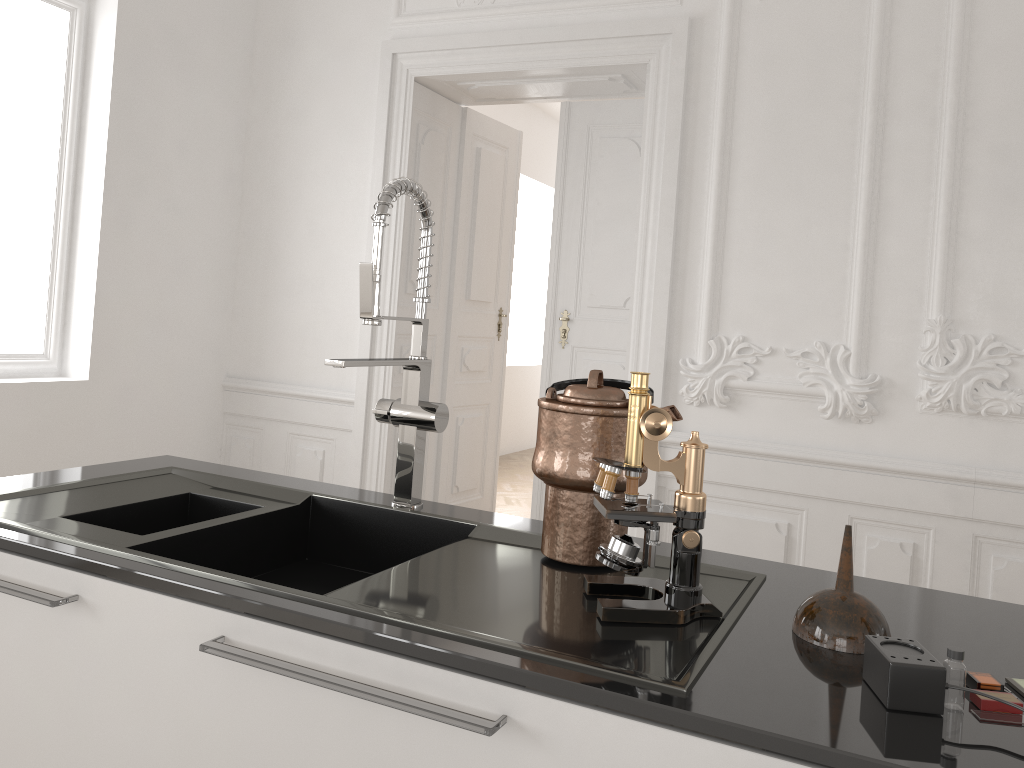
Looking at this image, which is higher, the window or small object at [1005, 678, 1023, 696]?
the window

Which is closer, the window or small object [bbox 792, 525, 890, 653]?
small object [bbox 792, 525, 890, 653]

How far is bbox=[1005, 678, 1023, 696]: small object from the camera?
0.9 meters

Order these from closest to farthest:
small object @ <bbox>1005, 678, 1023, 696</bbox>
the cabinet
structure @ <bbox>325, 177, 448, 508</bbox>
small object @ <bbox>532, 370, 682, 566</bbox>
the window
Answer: the cabinet
small object @ <bbox>1005, 678, 1023, 696</bbox>
small object @ <bbox>532, 370, 682, 566</bbox>
structure @ <bbox>325, 177, 448, 508</bbox>
the window

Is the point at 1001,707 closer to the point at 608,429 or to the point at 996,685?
the point at 996,685

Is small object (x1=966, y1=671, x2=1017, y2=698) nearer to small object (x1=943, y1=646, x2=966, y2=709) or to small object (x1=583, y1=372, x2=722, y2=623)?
small object (x1=943, y1=646, x2=966, y2=709)

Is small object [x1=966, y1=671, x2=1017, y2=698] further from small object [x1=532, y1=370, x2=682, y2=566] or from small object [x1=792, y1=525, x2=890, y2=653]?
small object [x1=532, y1=370, x2=682, y2=566]

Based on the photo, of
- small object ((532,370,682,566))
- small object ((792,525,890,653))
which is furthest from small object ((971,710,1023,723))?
small object ((532,370,682,566))

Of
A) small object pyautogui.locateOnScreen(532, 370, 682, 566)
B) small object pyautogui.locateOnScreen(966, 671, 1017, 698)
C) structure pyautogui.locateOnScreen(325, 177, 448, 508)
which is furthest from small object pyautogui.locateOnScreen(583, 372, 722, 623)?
structure pyautogui.locateOnScreen(325, 177, 448, 508)

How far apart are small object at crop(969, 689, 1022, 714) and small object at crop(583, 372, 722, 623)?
0.30m
